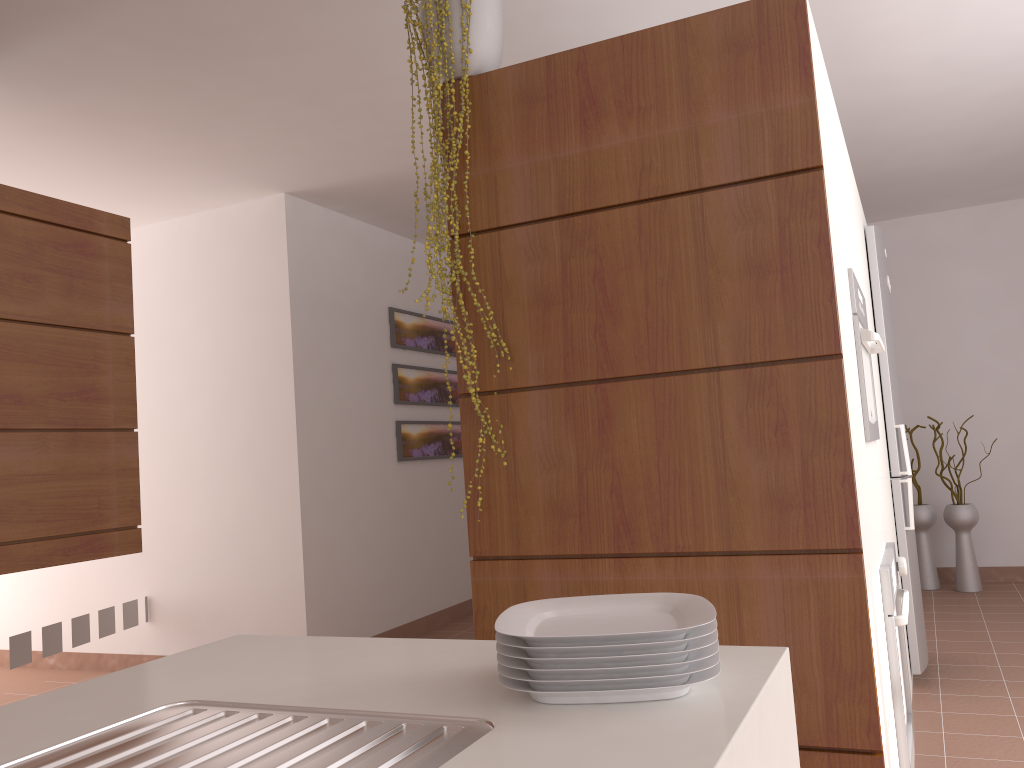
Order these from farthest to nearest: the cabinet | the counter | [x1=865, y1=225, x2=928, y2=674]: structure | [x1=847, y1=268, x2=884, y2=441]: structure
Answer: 1. [x1=865, y1=225, x2=928, y2=674]: structure
2. the cabinet
3. [x1=847, y1=268, x2=884, y2=441]: structure
4. the counter

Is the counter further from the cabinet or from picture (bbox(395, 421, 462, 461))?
picture (bbox(395, 421, 462, 461))

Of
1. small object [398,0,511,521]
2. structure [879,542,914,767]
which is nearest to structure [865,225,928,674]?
structure [879,542,914,767]

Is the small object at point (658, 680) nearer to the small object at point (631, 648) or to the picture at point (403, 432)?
the small object at point (631, 648)

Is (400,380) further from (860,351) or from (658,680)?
(658,680)

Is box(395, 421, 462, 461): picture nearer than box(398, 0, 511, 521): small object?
No

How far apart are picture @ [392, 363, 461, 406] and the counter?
4.1m

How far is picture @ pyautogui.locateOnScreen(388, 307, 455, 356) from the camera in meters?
5.5

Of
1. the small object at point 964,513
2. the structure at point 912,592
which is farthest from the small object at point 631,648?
the small object at point 964,513

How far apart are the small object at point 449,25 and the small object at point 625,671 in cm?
124
